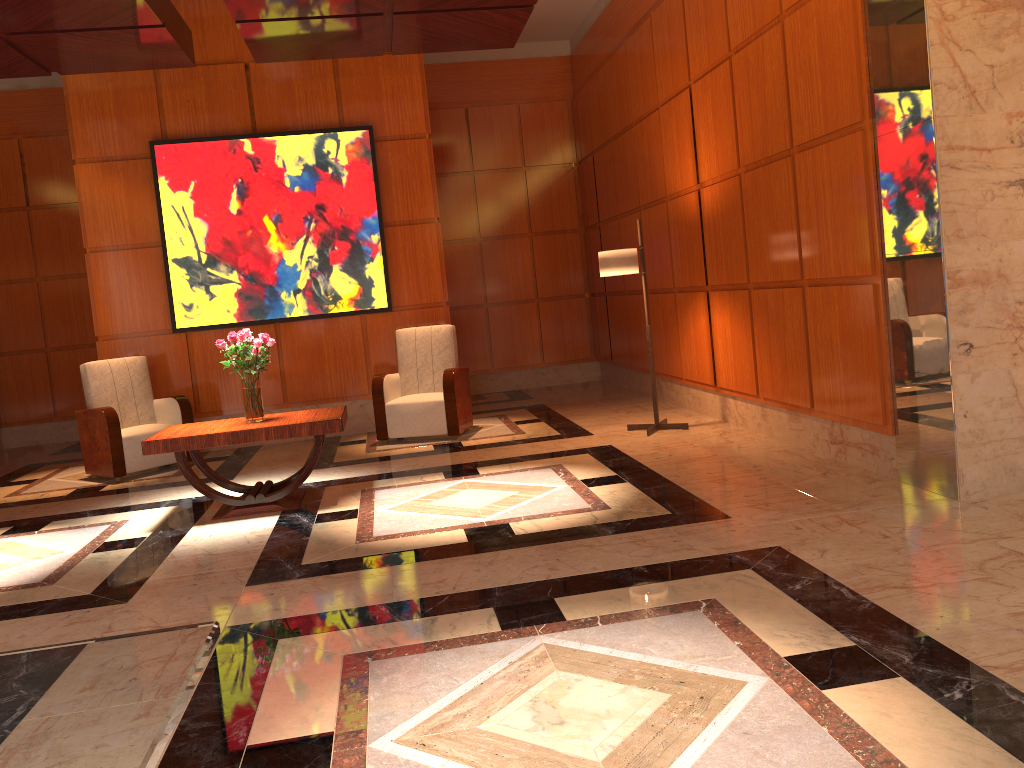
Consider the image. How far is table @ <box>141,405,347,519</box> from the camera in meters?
5.3 m

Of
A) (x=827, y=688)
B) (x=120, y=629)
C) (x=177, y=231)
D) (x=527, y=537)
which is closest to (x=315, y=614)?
(x=120, y=629)

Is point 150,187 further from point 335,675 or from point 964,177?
point 964,177

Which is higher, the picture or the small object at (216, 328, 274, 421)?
the picture

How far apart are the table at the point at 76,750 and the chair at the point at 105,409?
6.3m

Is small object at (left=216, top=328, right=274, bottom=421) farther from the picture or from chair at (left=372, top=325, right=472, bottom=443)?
the picture

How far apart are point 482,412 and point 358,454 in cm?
210

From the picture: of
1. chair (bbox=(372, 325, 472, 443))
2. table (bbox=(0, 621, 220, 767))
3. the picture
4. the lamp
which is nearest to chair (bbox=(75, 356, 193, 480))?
the picture

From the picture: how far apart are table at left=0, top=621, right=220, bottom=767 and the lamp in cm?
564

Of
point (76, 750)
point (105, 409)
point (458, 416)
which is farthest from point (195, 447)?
point (76, 750)
